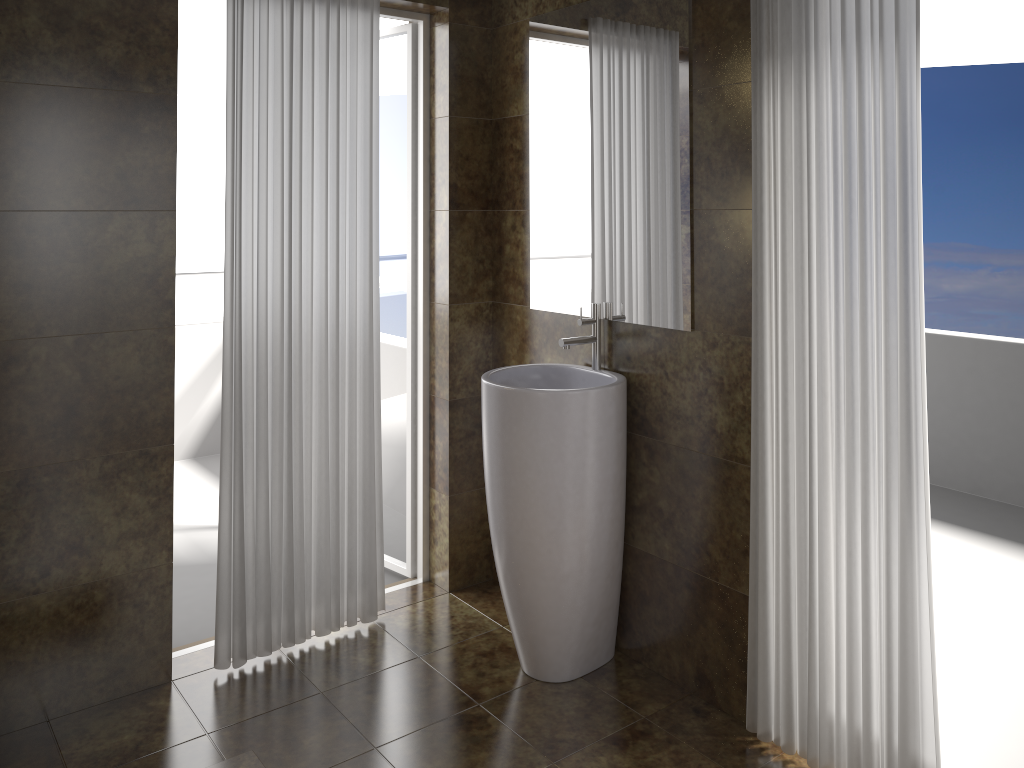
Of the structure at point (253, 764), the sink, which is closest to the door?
the sink

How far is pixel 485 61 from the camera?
3.2 meters

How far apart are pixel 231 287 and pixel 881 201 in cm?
188

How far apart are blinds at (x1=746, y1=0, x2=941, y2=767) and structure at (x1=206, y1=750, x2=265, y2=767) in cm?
138

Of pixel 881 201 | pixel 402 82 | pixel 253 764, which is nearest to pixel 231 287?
pixel 402 82

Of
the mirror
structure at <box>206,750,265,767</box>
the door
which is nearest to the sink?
the mirror

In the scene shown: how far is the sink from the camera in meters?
2.6

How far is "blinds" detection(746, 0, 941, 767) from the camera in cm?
203

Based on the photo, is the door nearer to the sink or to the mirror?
the mirror

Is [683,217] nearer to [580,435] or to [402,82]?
[580,435]
